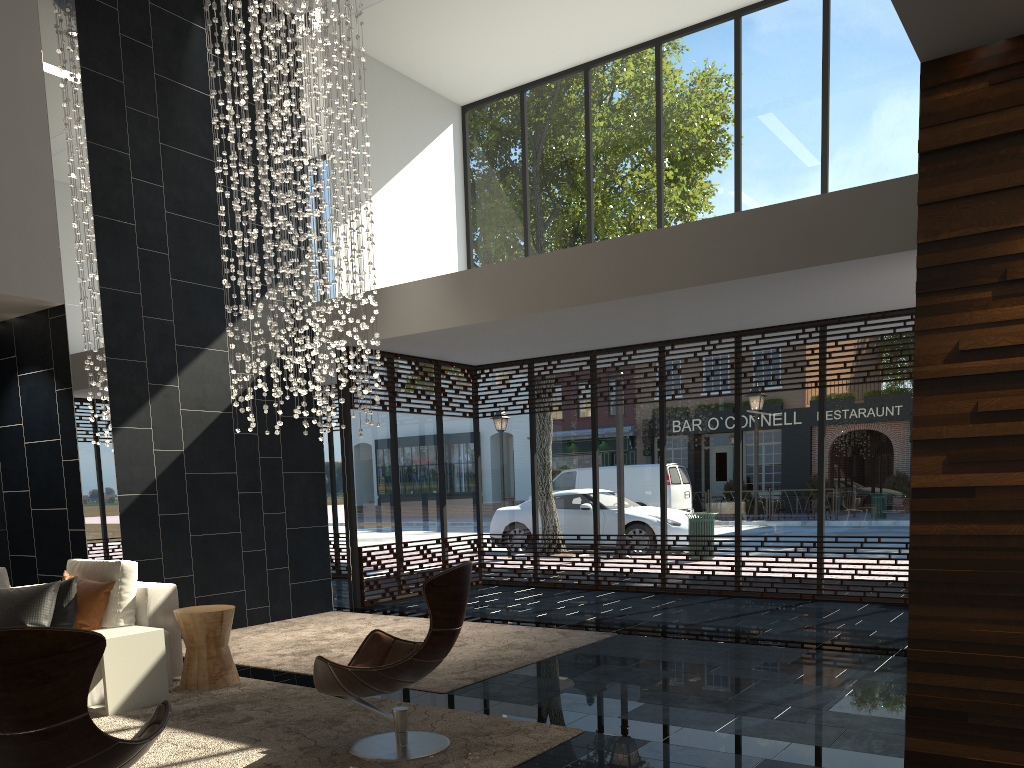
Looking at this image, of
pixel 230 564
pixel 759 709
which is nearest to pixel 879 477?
pixel 759 709

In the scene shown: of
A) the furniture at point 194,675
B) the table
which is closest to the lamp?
the furniture at point 194,675

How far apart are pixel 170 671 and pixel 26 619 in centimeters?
89cm

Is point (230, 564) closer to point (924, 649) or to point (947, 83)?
point (924, 649)

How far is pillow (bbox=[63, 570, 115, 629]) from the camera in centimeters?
540cm

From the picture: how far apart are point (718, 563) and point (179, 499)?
5.48m

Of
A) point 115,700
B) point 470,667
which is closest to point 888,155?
point 470,667

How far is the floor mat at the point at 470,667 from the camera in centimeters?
583cm

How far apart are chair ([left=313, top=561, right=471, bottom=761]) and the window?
4.9m

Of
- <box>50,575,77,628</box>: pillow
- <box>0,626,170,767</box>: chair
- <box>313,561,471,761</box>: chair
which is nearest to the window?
<box>50,575,77,628</box>: pillow
